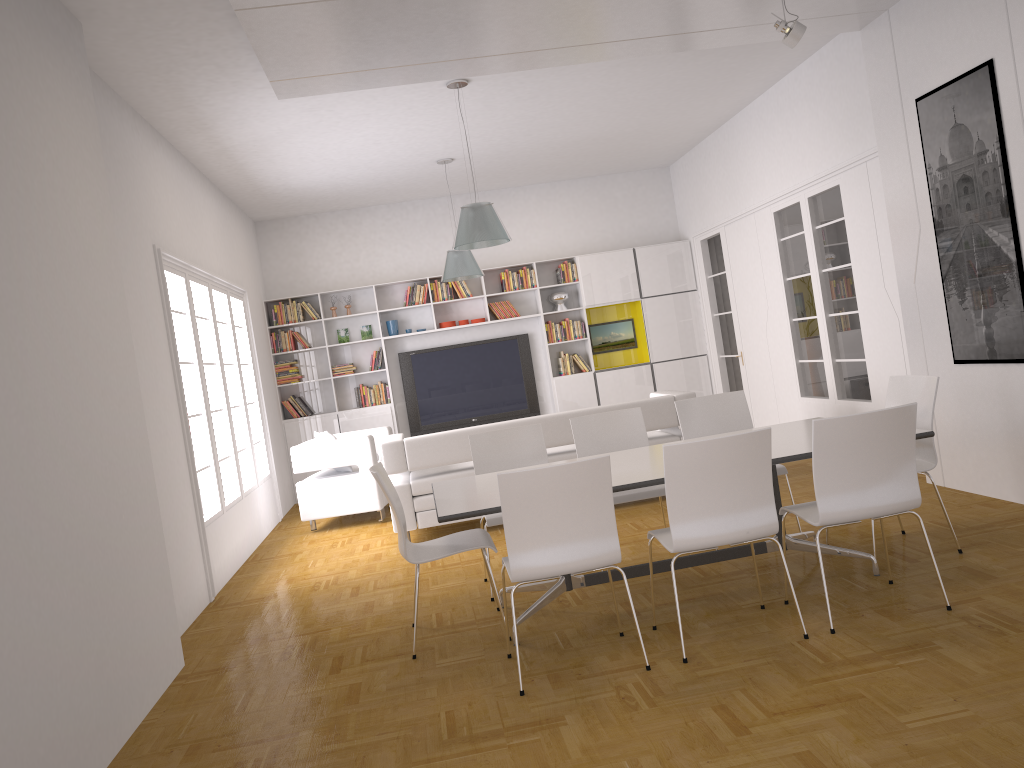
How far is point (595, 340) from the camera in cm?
1141

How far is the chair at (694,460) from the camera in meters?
3.7 m

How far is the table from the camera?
4.1m

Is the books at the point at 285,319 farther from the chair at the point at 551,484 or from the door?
the chair at the point at 551,484

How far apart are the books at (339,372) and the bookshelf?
0.12m

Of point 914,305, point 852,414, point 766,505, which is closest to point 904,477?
point 852,414

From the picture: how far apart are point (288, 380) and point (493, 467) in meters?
5.8

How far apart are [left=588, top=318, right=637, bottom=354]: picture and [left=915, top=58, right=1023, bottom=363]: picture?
5.76m

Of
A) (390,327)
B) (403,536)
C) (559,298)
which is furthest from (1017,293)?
(390,327)

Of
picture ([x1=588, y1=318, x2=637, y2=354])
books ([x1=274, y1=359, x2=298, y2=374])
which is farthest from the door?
books ([x1=274, y1=359, x2=298, y2=374])
